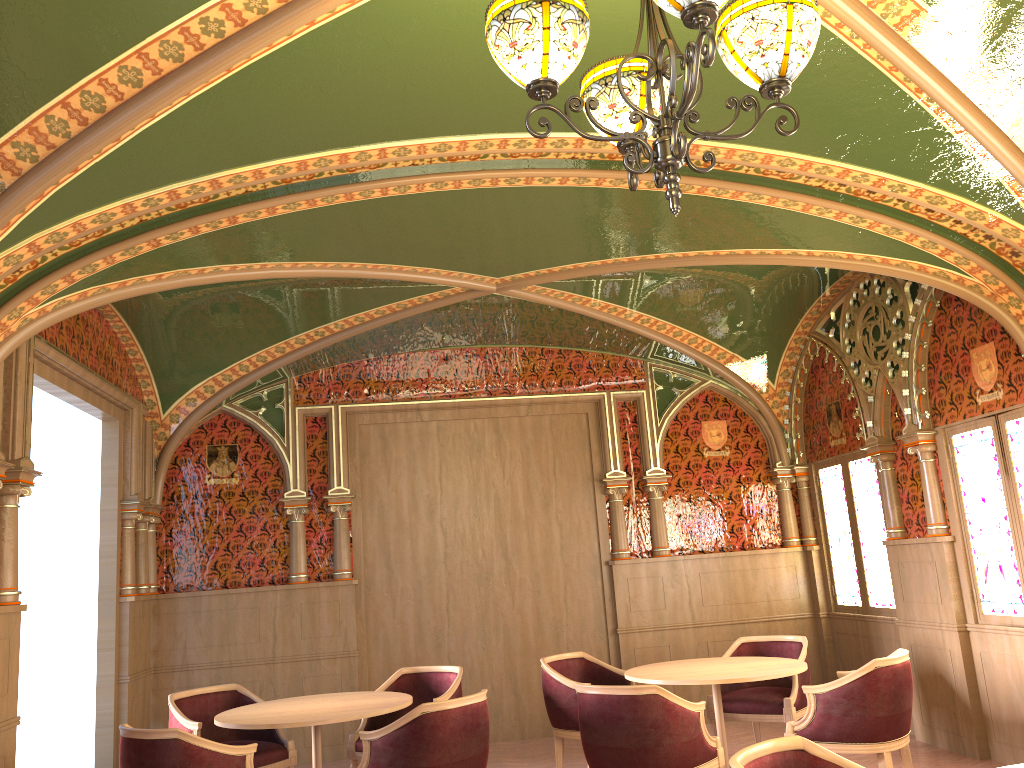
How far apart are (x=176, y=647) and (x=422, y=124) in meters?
5.5 m

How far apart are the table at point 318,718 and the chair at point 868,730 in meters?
2.2

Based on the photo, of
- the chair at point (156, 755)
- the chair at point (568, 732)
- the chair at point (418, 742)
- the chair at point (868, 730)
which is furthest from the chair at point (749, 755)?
the chair at point (568, 732)

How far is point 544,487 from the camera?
8.4 meters

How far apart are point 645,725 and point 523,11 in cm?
353

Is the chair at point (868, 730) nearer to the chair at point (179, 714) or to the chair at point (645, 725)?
the chair at point (645, 725)

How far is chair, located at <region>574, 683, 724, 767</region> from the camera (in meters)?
4.50

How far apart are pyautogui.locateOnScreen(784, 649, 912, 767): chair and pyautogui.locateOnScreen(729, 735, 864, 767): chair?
2.10m

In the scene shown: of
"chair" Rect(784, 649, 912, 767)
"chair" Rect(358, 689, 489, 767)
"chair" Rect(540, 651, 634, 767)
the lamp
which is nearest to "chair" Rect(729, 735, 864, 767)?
the lamp

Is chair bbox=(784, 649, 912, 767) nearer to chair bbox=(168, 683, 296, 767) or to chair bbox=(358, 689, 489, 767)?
chair bbox=(358, 689, 489, 767)
